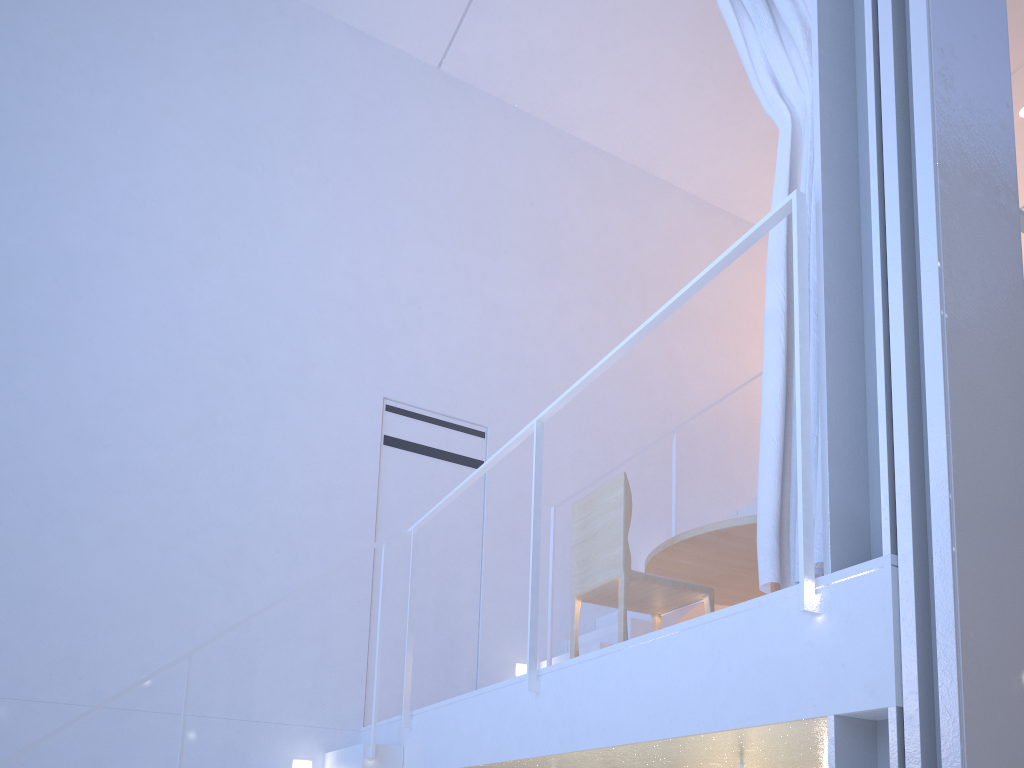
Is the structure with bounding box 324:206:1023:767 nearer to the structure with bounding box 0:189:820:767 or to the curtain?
the structure with bounding box 0:189:820:767

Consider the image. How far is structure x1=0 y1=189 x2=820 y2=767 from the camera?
1.0m

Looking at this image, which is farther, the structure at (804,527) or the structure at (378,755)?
the structure at (378,755)

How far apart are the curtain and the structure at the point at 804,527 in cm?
12

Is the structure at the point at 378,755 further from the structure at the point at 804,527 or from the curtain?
the curtain

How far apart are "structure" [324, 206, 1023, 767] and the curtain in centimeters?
115cm

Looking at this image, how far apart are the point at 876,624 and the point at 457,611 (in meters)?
1.89

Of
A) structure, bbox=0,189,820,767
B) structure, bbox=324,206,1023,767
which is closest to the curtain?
structure, bbox=0,189,820,767

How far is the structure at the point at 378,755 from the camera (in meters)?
1.95

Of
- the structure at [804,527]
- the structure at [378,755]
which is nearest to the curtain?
the structure at [804,527]
